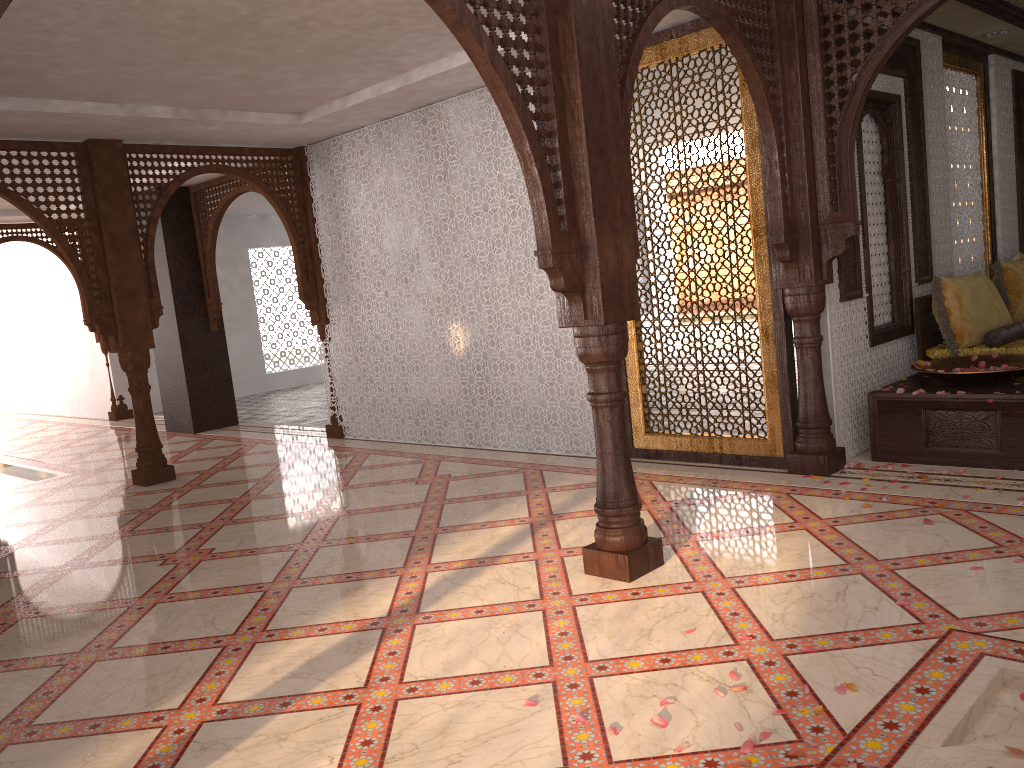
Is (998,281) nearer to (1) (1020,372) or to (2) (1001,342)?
(2) (1001,342)

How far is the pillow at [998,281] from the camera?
6.6m

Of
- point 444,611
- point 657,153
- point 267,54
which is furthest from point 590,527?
point 657,153

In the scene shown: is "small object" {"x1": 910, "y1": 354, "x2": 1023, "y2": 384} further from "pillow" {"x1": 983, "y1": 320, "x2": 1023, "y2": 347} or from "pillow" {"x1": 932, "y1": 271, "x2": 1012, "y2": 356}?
"pillow" {"x1": 983, "y1": 320, "x2": 1023, "y2": 347}

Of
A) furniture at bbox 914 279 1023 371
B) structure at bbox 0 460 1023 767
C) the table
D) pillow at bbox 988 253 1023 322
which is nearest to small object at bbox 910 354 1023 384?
the table

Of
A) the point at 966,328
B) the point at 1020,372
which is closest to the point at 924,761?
the point at 1020,372

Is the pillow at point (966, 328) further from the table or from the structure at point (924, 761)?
the structure at point (924, 761)

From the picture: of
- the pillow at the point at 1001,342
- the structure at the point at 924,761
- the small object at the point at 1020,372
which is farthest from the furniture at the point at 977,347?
the structure at the point at 924,761

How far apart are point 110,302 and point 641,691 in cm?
590

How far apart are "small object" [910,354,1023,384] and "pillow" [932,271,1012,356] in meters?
0.3 m
